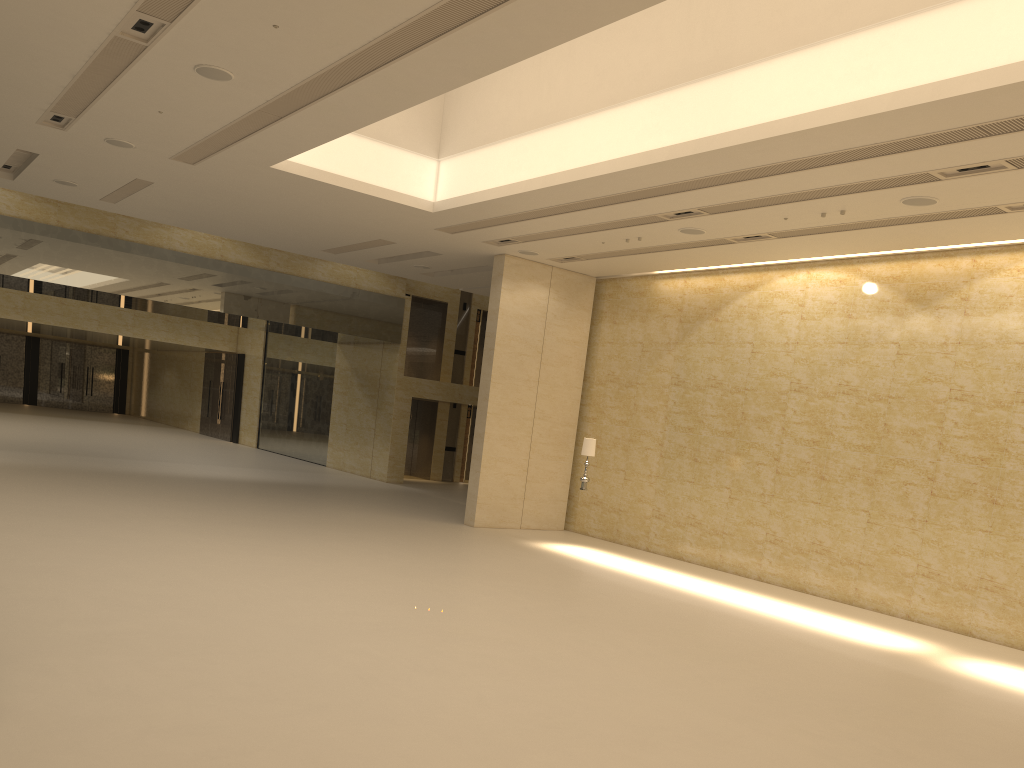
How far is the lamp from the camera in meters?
17.3

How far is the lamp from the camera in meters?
17.3 m

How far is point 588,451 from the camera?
17.3 meters
